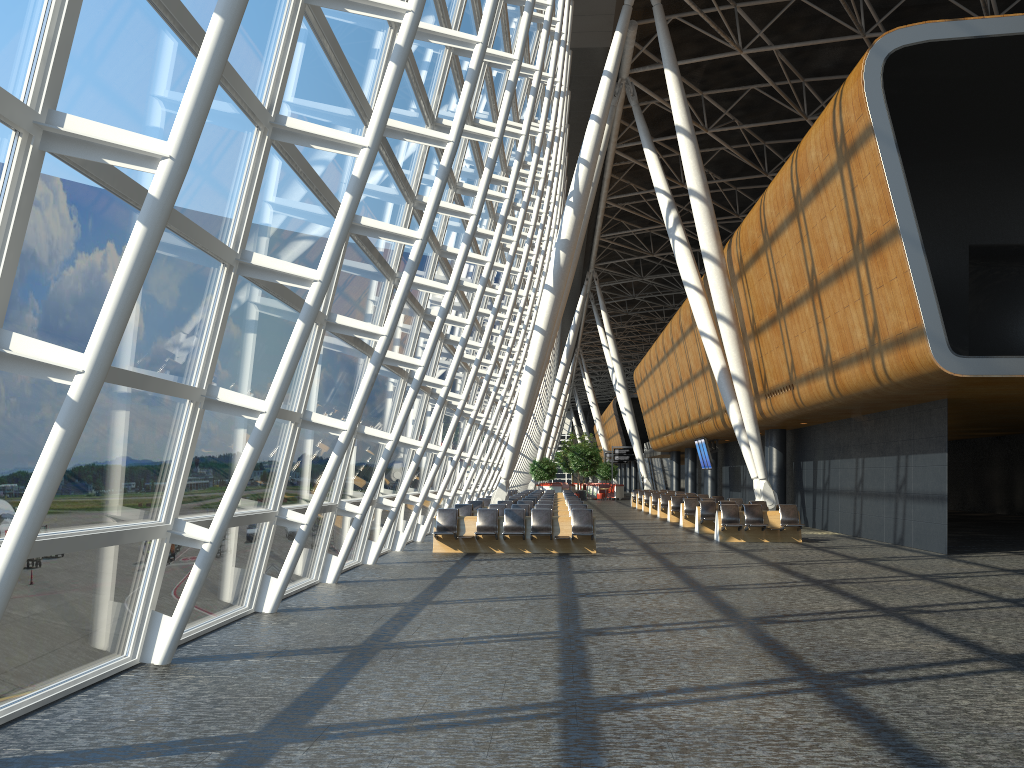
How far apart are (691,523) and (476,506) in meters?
6.9 m

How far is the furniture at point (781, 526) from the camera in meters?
20.2

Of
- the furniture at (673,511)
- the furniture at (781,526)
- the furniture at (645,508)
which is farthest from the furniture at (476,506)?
the furniture at (645,508)

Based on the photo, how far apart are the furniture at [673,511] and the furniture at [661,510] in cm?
236

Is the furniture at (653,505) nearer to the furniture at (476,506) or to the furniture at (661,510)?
the furniture at (661,510)

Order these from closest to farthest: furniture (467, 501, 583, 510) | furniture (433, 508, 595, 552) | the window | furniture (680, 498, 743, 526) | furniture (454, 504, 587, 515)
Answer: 1. the window
2. furniture (433, 508, 595, 552)
3. furniture (454, 504, 587, 515)
4. furniture (467, 501, 583, 510)
5. furniture (680, 498, 743, 526)

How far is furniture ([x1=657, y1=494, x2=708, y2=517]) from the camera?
32.13m

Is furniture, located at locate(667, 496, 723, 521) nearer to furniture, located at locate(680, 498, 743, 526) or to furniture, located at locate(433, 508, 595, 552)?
furniture, located at locate(680, 498, 743, 526)

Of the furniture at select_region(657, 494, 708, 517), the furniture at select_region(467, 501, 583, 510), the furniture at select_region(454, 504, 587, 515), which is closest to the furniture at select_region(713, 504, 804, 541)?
the furniture at select_region(454, 504, 587, 515)

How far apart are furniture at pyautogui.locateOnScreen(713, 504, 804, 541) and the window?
6.79m
